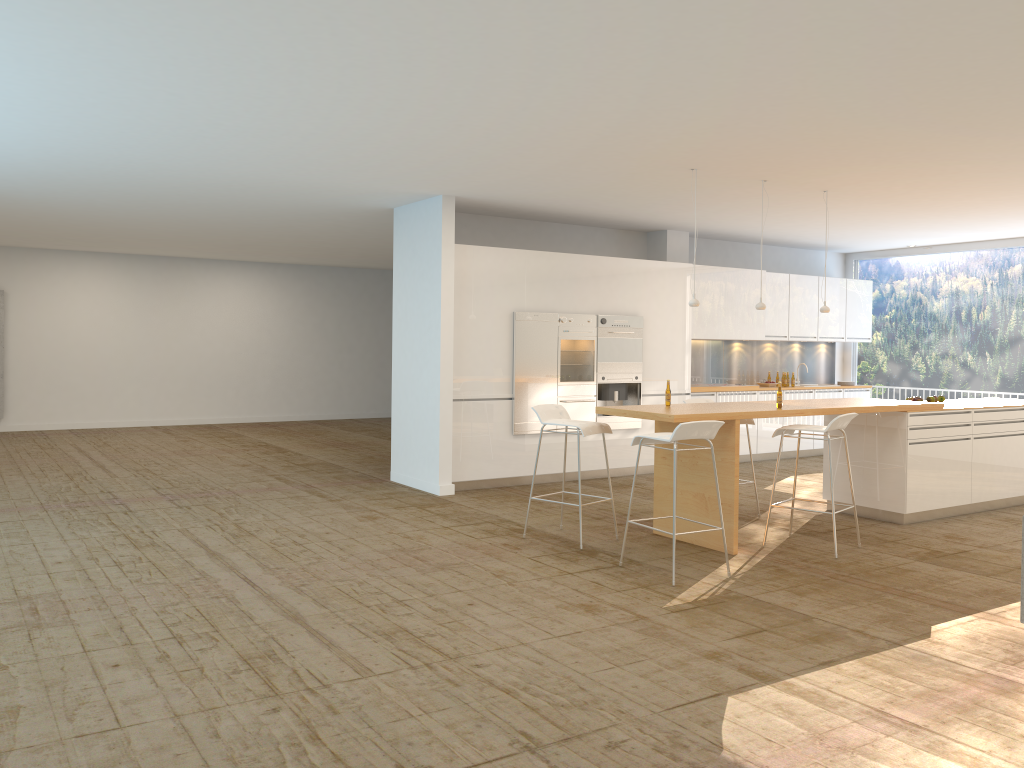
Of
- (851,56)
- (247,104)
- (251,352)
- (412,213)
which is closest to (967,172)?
(851,56)

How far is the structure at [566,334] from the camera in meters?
9.8 m

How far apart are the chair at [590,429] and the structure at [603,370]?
2.9 meters

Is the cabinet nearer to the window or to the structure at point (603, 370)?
A: the structure at point (603, 370)

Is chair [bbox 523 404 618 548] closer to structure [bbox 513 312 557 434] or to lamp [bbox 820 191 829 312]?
structure [bbox 513 312 557 434]

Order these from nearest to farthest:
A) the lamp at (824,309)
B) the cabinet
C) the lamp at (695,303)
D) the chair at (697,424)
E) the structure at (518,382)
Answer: the chair at (697,424) < the lamp at (695,303) < the lamp at (824,309) < the cabinet < the structure at (518,382)

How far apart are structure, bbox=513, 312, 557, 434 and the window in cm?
622

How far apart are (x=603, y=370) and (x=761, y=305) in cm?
259

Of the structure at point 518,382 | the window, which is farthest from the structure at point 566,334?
the window

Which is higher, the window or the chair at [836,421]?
the window
